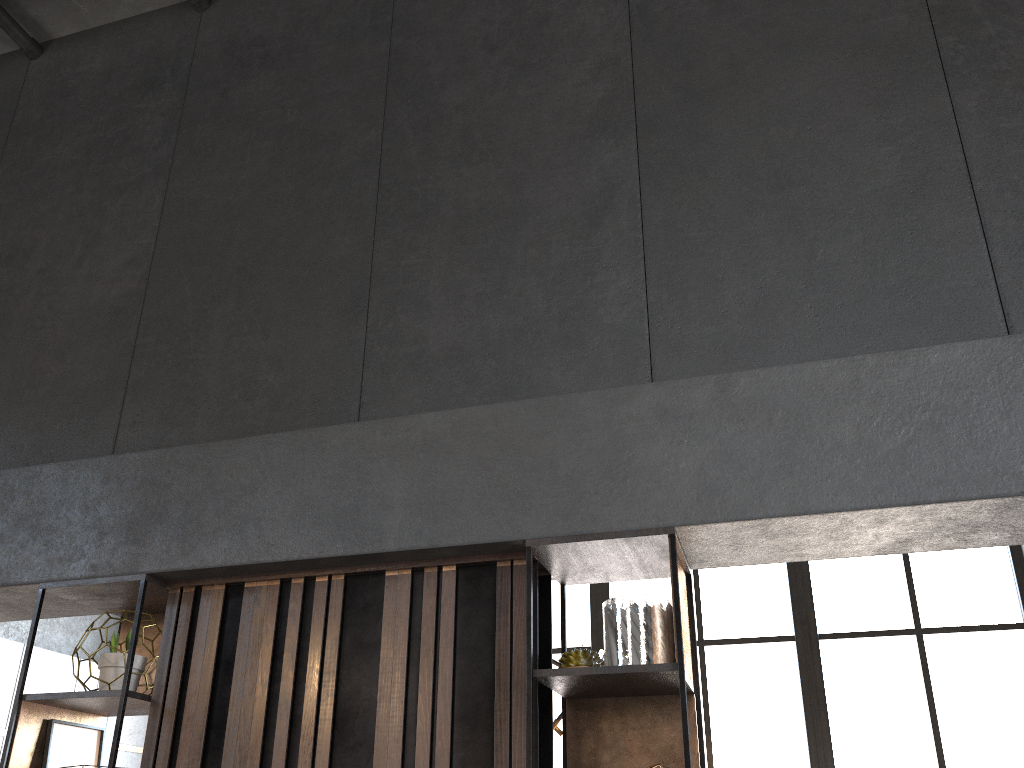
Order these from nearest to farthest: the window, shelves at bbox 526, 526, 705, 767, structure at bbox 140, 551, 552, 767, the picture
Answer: shelves at bbox 526, 526, 705, 767 < structure at bbox 140, 551, 552, 767 < the picture < the window

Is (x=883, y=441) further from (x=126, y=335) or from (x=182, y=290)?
(x=126, y=335)

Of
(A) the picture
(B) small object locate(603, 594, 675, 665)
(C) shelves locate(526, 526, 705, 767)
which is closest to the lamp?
(C) shelves locate(526, 526, 705, 767)

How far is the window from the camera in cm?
578

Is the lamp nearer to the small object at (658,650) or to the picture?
the picture

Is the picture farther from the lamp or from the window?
the window

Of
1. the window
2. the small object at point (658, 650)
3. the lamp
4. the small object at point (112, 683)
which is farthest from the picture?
the window

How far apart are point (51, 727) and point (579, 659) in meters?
1.7

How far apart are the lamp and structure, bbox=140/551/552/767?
2.7 meters

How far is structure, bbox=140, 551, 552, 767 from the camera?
2.4 meters
